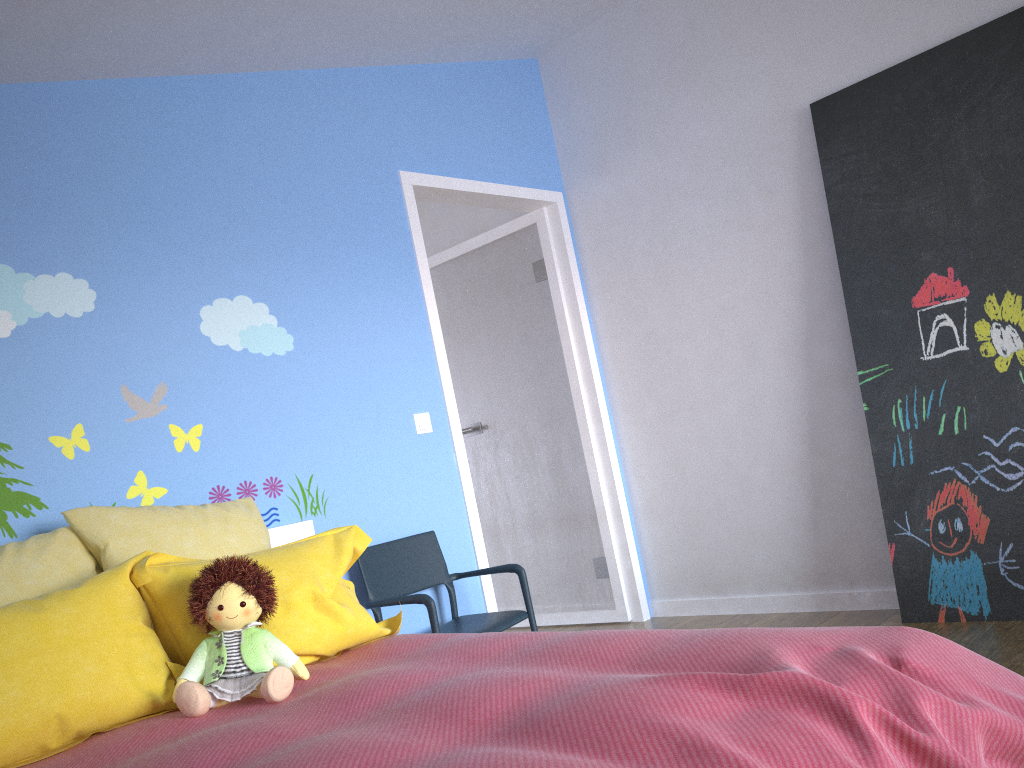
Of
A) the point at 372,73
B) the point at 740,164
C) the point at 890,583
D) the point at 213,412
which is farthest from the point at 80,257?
the point at 890,583

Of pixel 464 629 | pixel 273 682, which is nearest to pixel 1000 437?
pixel 464 629

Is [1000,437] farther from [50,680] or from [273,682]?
[50,680]

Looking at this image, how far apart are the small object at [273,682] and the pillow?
0.0m

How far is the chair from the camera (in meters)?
3.01

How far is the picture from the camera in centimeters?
301cm

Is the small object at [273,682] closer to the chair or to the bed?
the bed

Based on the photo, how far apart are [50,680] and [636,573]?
2.9 meters

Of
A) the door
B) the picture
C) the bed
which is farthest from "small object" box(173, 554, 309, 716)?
the picture

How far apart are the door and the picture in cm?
129
